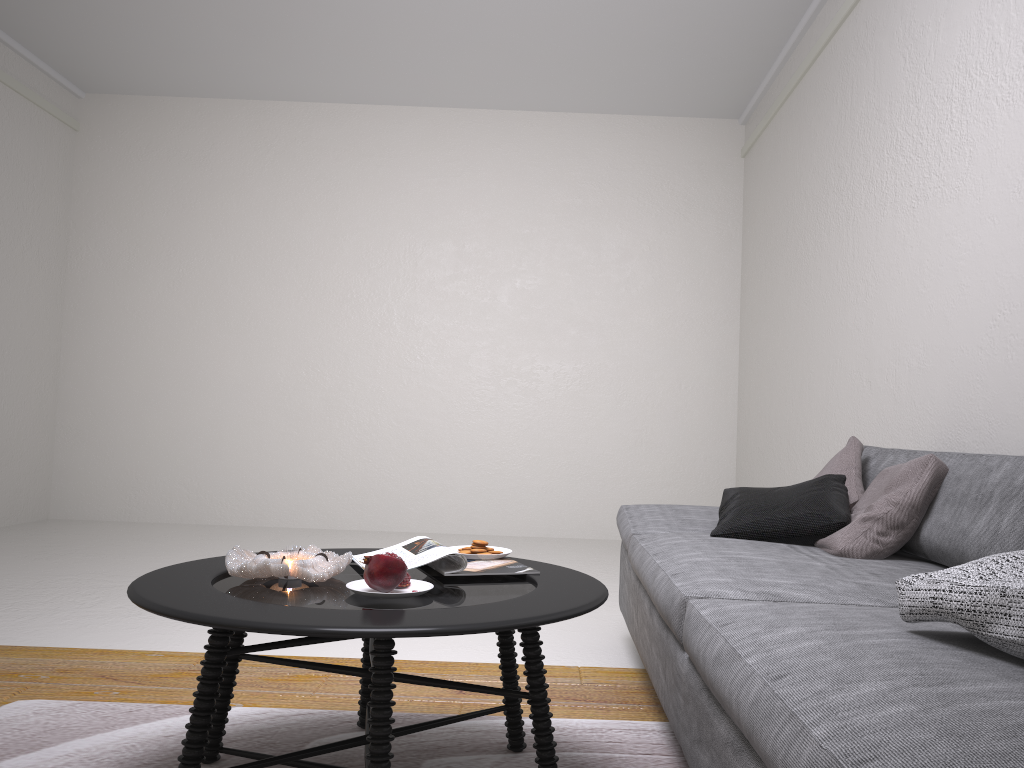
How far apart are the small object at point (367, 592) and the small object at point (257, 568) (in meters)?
0.06

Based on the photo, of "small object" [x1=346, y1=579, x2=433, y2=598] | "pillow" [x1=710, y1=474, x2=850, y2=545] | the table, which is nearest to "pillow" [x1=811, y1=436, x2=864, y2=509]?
"pillow" [x1=710, y1=474, x2=850, y2=545]

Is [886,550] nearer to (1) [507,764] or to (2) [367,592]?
(1) [507,764]

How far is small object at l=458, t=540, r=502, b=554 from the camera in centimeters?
214cm

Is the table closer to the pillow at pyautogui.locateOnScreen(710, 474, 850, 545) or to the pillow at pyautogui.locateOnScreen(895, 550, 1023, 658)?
the pillow at pyautogui.locateOnScreen(895, 550, 1023, 658)

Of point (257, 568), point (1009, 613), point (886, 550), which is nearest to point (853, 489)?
point (886, 550)

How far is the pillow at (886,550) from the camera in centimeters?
238cm

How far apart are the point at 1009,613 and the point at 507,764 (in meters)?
1.16

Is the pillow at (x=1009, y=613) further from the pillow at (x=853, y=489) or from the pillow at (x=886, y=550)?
the pillow at (x=853, y=489)

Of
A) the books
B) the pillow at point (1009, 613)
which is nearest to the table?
the books
